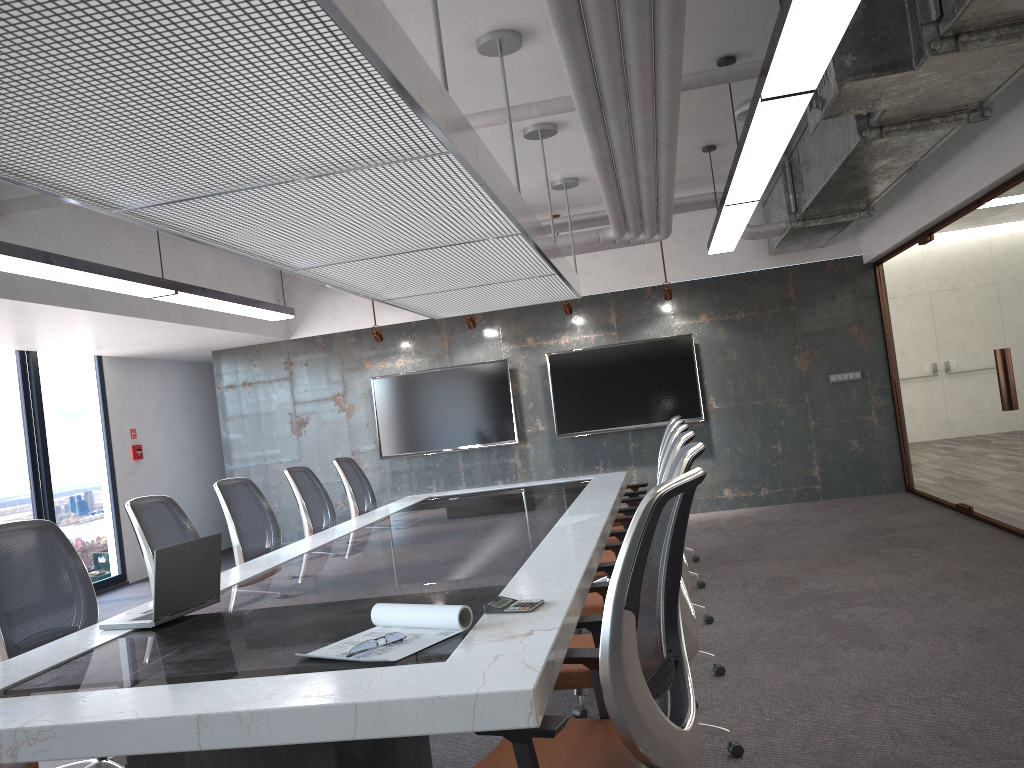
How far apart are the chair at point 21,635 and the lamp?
1.5m

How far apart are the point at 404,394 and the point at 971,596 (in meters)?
6.48

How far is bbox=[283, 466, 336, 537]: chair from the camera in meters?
6.2 m

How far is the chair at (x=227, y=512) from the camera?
5.4 meters

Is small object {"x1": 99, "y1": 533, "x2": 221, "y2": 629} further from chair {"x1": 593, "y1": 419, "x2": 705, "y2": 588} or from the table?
chair {"x1": 593, "y1": 419, "x2": 705, "y2": 588}

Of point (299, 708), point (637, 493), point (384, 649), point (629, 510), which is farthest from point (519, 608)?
point (637, 493)

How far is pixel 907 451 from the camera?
9.15m

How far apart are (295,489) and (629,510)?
2.3m

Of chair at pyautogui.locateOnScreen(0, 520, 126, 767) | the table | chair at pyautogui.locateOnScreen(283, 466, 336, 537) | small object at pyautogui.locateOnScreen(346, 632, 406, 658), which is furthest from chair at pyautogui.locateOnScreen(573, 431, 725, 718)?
chair at pyautogui.locateOnScreen(283, 466, 336, 537)

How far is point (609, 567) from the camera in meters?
3.9 m
